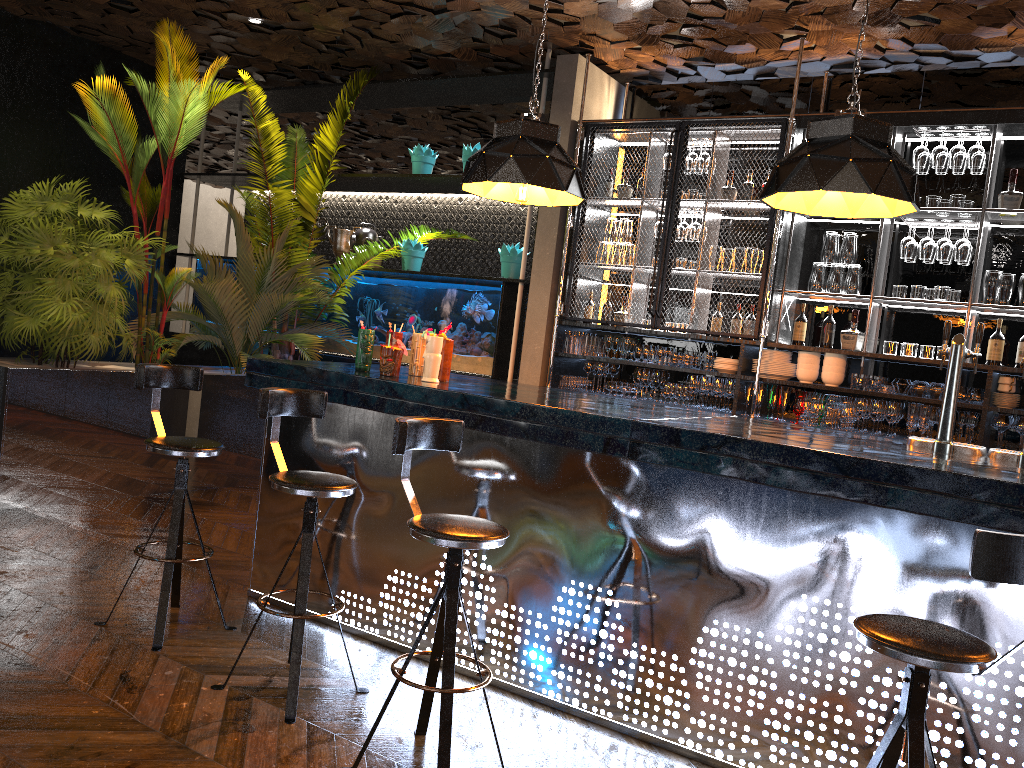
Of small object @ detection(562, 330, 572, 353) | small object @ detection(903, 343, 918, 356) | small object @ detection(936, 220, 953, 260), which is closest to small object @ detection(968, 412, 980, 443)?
small object @ detection(903, 343, 918, 356)

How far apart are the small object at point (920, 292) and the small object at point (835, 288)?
0.5 meters

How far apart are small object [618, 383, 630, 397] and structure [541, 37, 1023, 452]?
0.17m

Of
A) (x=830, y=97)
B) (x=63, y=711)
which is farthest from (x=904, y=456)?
(x=830, y=97)

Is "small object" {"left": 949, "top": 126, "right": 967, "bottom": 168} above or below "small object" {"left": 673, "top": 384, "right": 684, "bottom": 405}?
above

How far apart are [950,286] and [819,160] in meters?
3.1

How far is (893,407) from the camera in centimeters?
550cm

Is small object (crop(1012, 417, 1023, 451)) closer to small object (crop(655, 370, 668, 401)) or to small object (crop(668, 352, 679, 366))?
small object (crop(668, 352, 679, 366))

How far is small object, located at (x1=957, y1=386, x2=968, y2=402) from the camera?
5.30m

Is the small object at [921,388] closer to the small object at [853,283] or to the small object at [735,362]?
the small object at [853,283]
